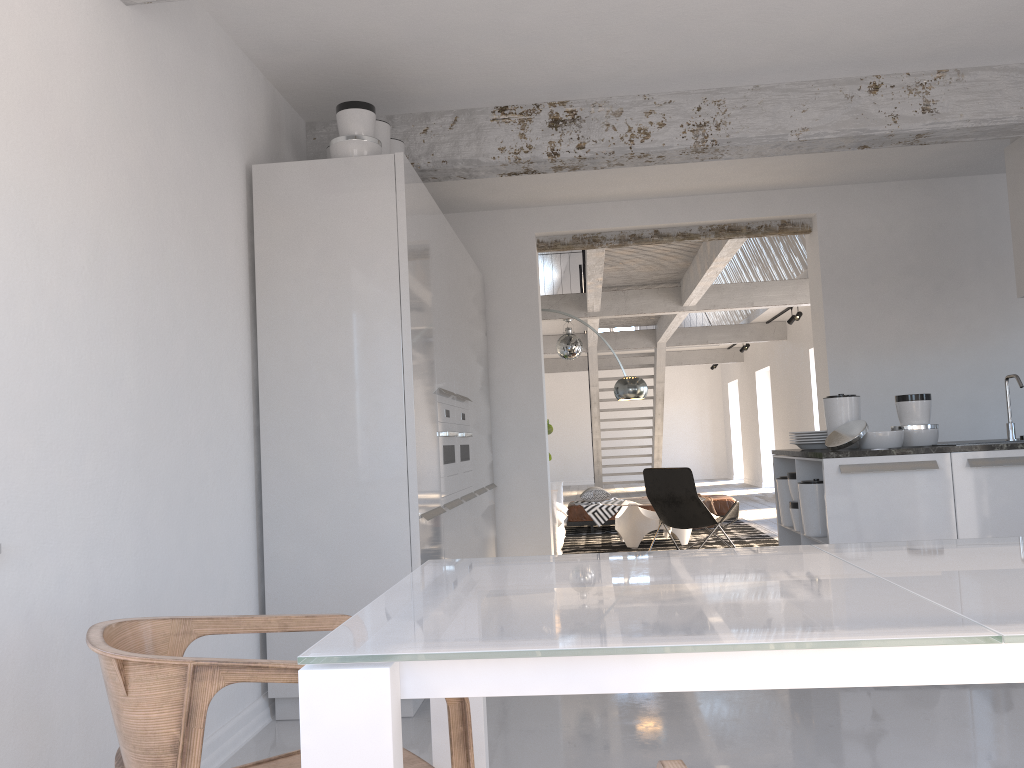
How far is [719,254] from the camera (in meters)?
7.93

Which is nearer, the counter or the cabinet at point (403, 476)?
the cabinet at point (403, 476)

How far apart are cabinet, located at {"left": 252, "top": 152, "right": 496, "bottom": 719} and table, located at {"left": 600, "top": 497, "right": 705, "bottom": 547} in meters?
2.8 m

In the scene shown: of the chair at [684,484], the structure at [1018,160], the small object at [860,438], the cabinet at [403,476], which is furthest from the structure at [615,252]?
the small object at [860,438]

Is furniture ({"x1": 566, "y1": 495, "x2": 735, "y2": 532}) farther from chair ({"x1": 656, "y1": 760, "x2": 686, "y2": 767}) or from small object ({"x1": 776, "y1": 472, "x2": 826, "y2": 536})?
chair ({"x1": 656, "y1": 760, "x2": 686, "y2": 767})

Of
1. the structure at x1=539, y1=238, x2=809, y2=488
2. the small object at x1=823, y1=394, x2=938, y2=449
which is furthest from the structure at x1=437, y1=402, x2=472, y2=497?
the structure at x1=539, y1=238, x2=809, y2=488

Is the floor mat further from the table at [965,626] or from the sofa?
the table at [965,626]

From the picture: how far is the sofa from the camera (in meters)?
8.36

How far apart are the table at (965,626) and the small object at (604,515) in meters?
8.6 m

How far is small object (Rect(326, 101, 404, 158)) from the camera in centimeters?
388cm
